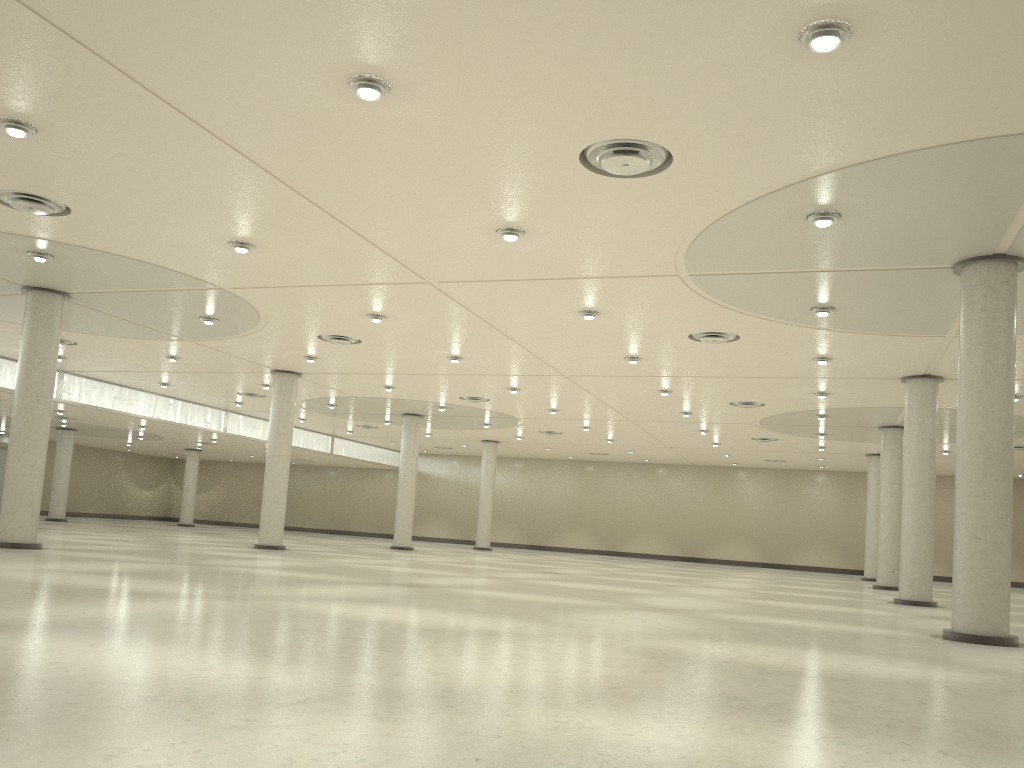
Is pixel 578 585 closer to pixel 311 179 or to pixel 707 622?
pixel 707 622
